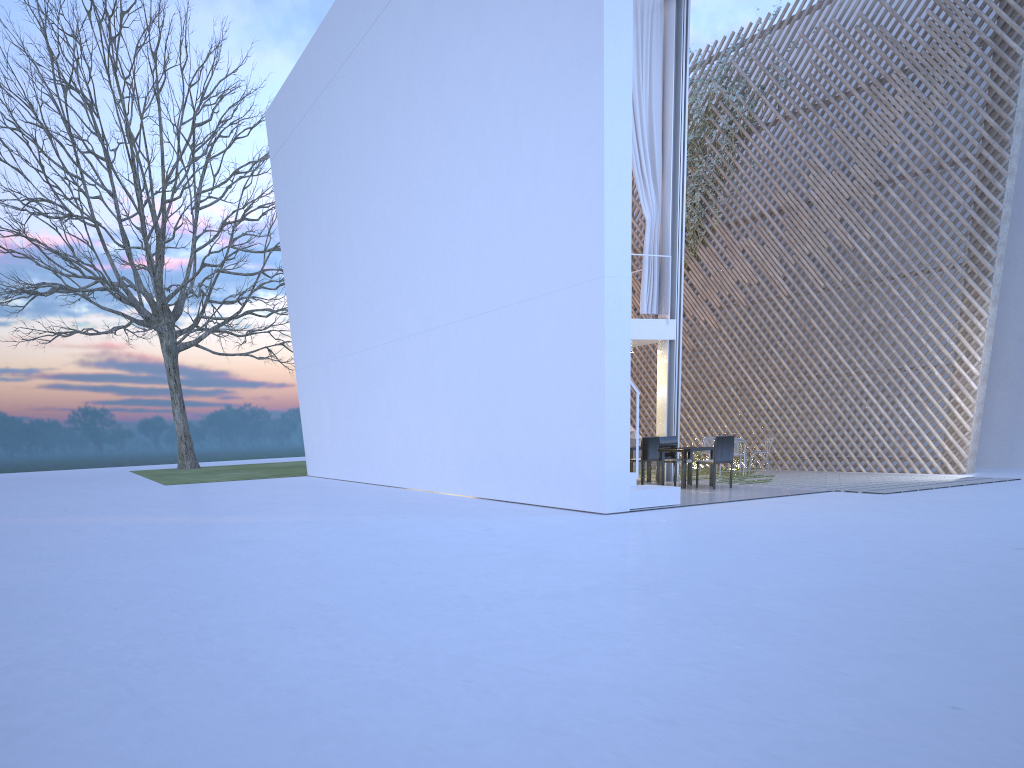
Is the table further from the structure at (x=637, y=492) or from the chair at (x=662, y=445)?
the structure at (x=637, y=492)

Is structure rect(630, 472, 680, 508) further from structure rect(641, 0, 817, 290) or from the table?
structure rect(641, 0, 817, 290)

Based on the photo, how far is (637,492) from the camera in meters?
5.6

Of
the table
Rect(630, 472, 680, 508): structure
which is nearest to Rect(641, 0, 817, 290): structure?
the table

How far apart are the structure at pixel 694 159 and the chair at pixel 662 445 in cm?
342

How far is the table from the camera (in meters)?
7.13

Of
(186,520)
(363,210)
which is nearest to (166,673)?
(186,520)

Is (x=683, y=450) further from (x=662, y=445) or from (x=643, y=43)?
(x=643, y=43)

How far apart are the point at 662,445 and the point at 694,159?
4.09m

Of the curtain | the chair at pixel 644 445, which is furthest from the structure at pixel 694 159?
the chair at pixel 644 445
